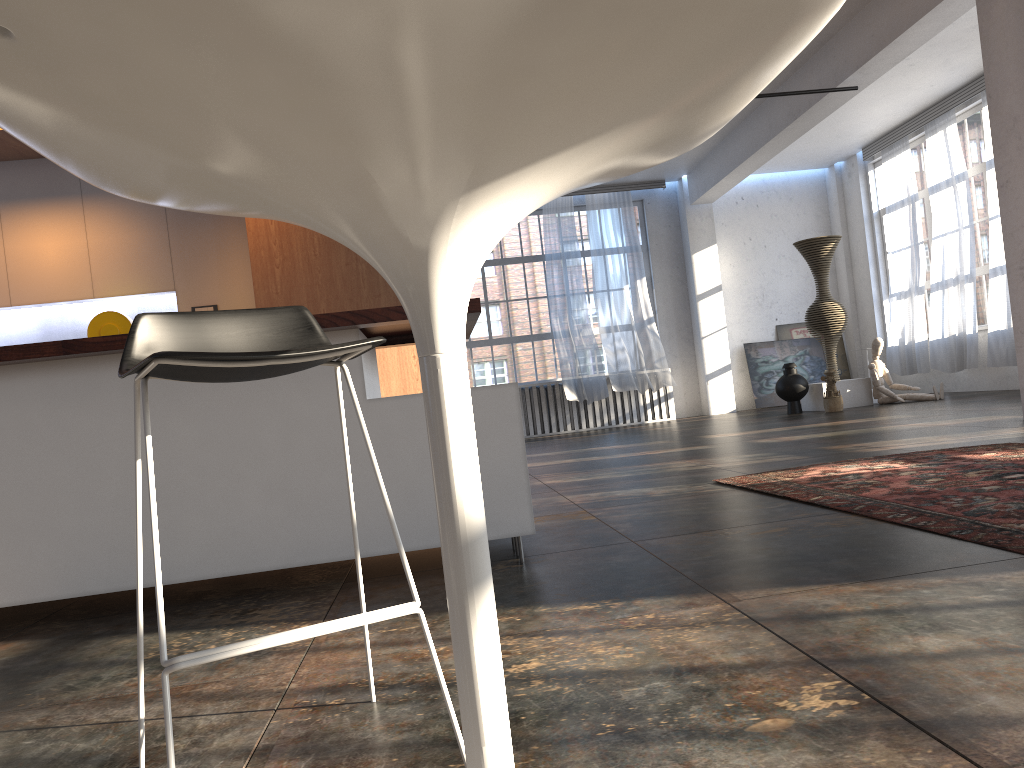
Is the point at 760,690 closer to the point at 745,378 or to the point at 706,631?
the point at 706,631

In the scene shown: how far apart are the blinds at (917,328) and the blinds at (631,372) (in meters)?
3.31

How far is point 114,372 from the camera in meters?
3.1 m

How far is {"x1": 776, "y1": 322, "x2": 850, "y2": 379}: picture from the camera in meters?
15.0

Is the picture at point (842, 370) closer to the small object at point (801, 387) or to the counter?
the small object at point (801, 387)

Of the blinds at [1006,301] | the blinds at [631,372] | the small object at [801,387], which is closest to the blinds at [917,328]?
the blinds at [1006,301]

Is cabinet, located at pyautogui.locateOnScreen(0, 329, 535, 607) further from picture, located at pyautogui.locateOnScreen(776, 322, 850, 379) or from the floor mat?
picture, located at pyautogui.locateOnScreen(776, 322, 850, 379)

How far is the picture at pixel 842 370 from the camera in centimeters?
1502cm

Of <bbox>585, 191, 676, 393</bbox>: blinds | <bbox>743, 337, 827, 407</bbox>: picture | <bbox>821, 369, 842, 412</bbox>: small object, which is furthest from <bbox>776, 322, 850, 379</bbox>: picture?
<bbox>821, 369, 842, 412</bbox>: small object

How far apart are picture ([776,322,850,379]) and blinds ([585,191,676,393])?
2.3m
